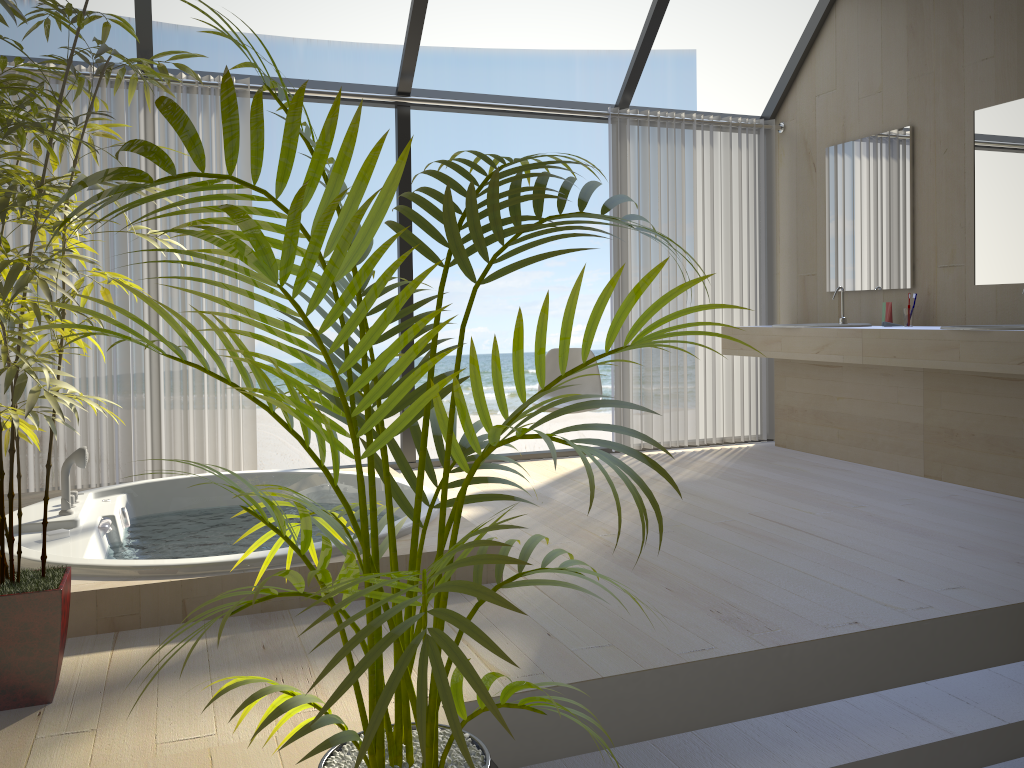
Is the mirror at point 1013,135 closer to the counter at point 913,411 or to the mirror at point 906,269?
the mirror at point 906,269

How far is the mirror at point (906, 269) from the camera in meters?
4.8

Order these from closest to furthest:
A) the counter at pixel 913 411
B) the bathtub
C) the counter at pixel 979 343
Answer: the bathtub
the counter at pixel 979 343
the counter at pixel 913 411

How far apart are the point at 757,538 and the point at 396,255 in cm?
1245

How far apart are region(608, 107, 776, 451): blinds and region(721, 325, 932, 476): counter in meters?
0.1 m

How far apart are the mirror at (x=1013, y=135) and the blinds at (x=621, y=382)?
1.5m

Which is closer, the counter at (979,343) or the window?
the counter at (979,343)

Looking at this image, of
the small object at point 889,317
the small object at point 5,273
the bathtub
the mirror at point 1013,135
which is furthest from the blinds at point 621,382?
the small object at point 5,273

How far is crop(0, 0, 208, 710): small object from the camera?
1.91m

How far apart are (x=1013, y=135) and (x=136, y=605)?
4.19m
